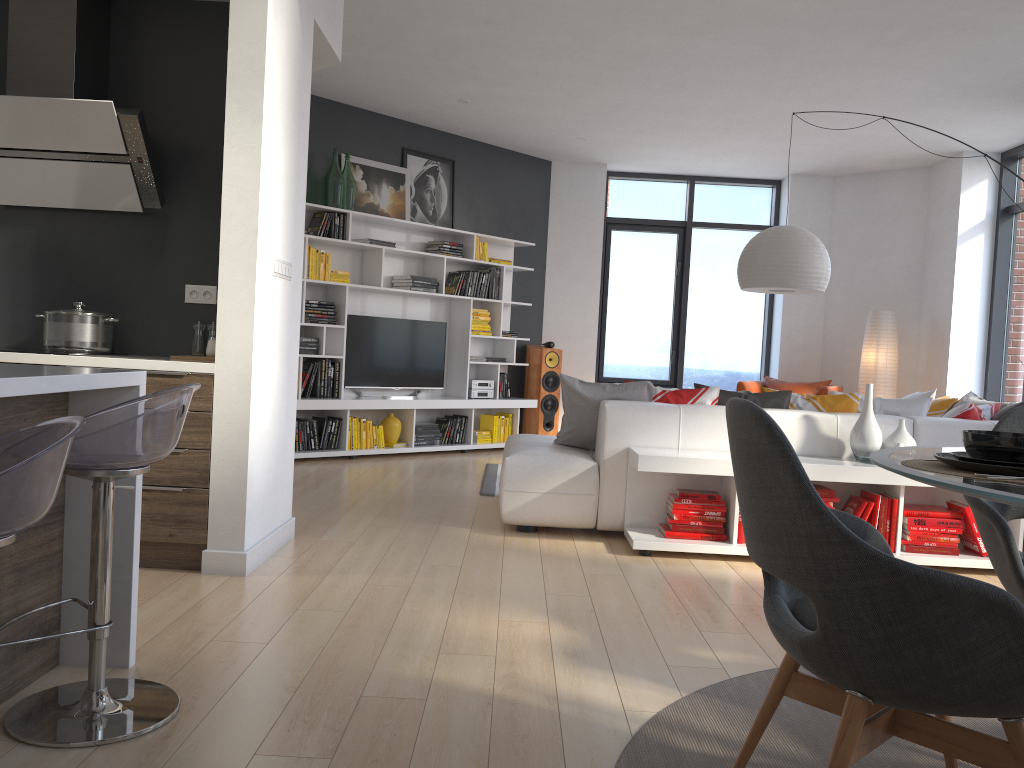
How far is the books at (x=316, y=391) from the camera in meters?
7.2 m

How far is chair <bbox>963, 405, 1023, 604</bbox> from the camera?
2.2 meters

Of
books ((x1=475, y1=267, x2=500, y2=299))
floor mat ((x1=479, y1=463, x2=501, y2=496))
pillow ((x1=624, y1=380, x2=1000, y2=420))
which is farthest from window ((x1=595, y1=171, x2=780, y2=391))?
pillow ((x1=624, y1=380, x2=1000, y2=420))

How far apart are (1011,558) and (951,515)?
2.40m

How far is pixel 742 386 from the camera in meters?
8.6 m

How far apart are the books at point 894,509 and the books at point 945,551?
0.08m

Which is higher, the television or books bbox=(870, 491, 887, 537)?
the television

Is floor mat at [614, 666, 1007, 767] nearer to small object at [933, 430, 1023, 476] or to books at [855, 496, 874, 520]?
small object at [933, 430, 1023, 476]

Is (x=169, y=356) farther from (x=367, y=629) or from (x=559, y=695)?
(x=559, y=695)

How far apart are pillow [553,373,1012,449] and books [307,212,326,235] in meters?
3.2 m
